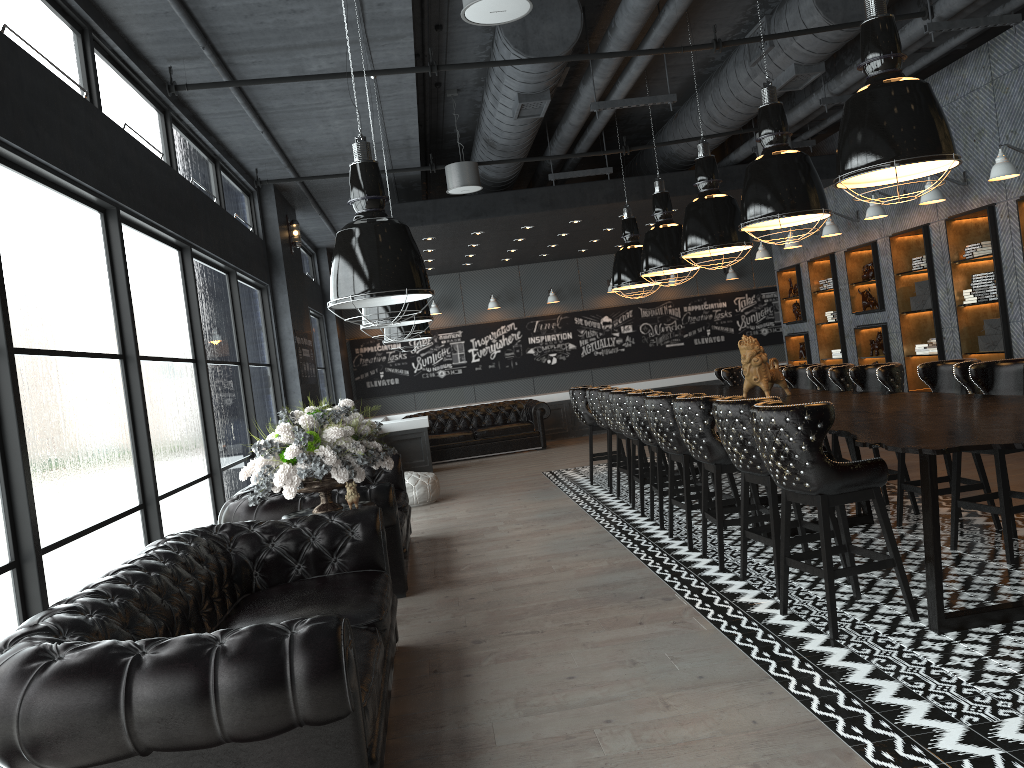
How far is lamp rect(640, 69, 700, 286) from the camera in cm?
869

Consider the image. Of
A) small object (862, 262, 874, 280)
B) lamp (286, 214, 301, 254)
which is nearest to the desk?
small object (862, 262, 874, 280)

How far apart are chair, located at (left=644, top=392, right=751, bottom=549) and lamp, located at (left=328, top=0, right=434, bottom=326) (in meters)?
3.22

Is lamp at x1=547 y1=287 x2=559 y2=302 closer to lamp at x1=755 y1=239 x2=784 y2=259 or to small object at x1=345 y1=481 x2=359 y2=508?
lamp at x1=755 y1=239 x2=784 y2=259

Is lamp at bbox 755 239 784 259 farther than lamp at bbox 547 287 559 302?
No

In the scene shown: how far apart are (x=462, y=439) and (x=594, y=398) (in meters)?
5.47

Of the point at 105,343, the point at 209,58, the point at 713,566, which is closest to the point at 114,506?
the point at 105,343

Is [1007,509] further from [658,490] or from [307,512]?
[307,512]

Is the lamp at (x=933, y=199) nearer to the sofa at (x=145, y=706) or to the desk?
the desk

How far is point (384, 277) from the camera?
3.1m
